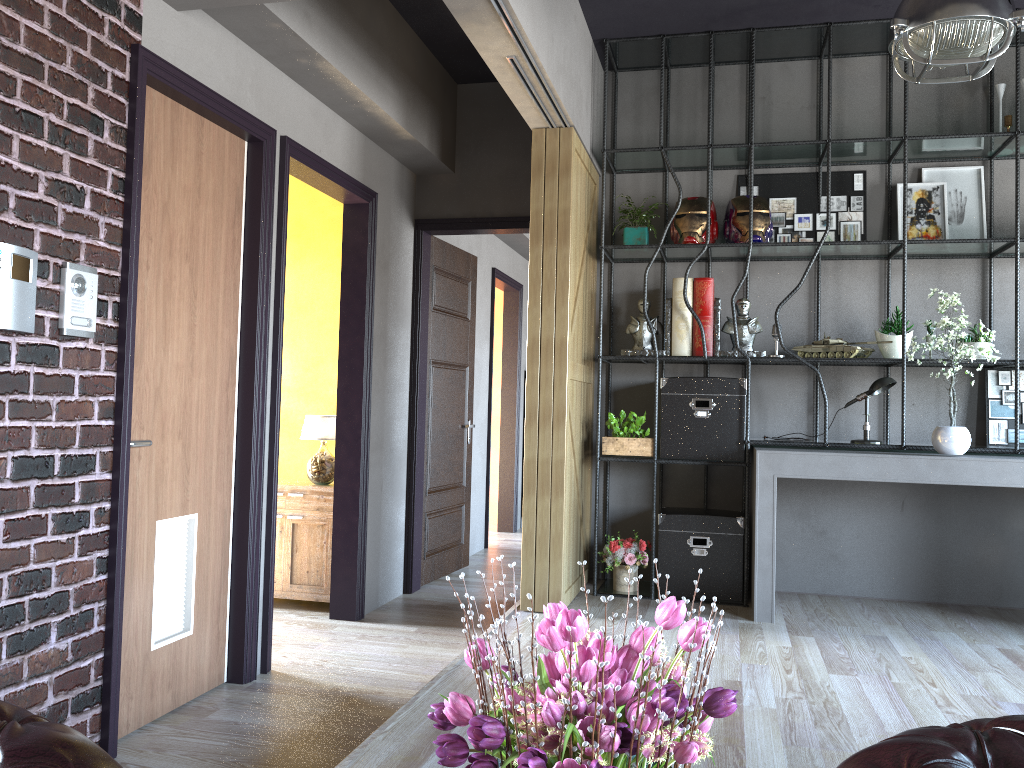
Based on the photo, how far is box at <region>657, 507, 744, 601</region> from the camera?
5.0m

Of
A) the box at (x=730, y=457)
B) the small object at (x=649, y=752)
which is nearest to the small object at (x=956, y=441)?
the box at (x=730, y=457)

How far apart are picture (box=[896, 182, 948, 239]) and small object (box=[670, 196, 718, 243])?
1.1 meters

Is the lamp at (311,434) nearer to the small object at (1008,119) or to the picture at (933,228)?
the picture at (933,228)

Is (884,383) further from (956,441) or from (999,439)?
(999,439)

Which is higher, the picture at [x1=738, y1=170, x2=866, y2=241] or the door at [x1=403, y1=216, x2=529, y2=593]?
the picture at [x1=738, y1=170, x2=866, y2=241]

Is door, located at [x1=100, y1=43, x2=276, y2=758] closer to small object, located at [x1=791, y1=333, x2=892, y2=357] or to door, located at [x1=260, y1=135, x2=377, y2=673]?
door, located at [x1=260, y1=135, x2=377, y2=673]

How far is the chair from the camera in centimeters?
117cm

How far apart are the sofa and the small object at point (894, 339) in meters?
Result: 3.8

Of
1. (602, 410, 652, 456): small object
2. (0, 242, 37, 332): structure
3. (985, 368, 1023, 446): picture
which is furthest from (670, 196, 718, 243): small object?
(0, 242, 37, 332): structure
